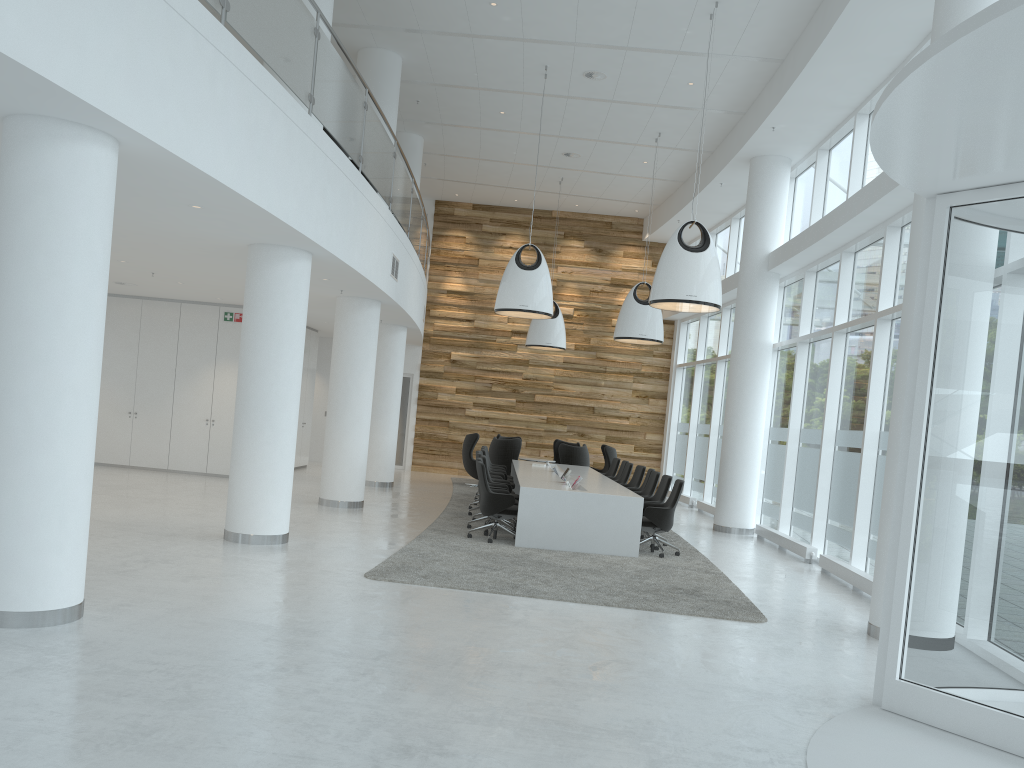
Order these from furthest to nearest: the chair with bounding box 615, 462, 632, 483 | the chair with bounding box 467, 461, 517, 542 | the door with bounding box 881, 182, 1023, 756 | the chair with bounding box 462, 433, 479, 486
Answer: the chair with bounding box 462, 433, 479, 486
the chair with bounding box 615, 462, 632, 483
the chair with bounding box 467, 461, 517, 542
the door with bounding box 881, 182, 1023, 756

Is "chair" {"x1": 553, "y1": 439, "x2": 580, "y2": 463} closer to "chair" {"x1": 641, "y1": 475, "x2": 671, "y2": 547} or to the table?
the table

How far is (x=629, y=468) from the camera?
14.9m

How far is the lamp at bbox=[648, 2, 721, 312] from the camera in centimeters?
1039cm

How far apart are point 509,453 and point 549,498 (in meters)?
7.01

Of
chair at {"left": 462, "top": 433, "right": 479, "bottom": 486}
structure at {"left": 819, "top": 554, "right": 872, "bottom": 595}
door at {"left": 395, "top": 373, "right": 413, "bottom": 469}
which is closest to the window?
structure at {"left": 819, "top": 554, "right": 872, "bottom": 595}

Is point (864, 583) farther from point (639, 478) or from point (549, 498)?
point (639, 478)

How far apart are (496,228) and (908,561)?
17.8 meters

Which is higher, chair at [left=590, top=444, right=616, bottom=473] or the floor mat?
chair at [left=590, top=444, right=616, bottom=473]

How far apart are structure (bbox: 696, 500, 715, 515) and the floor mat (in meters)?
3.89
